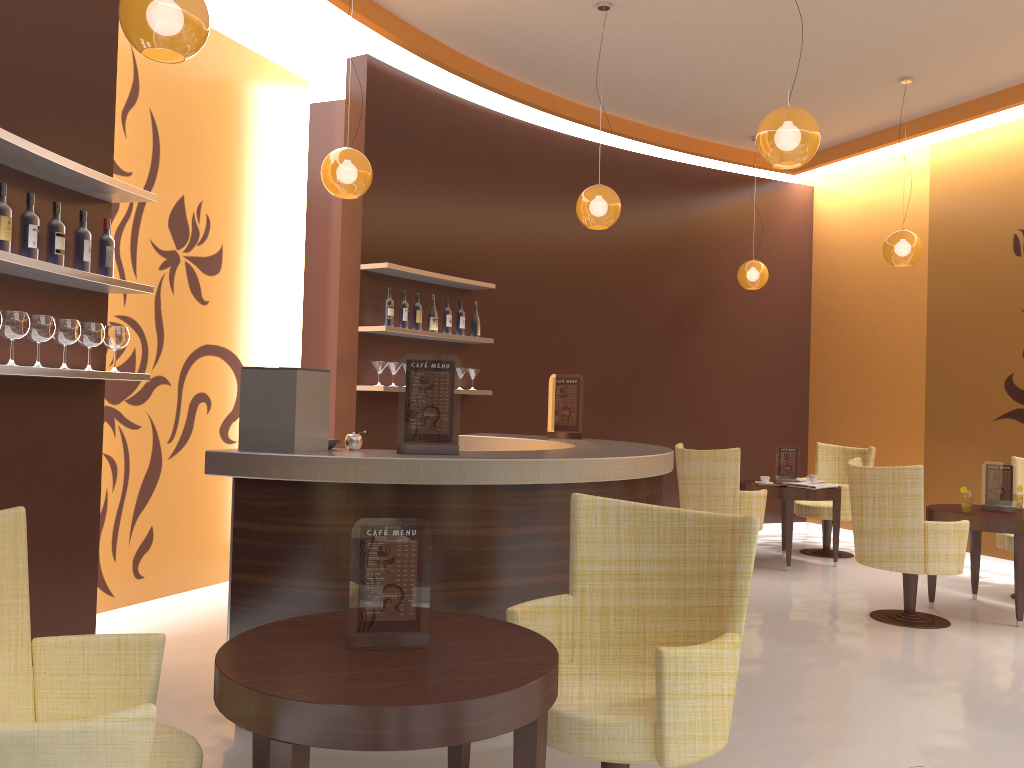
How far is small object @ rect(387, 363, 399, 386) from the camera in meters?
6.4 m

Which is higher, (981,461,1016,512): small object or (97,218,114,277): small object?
(97,218,114,277): small object

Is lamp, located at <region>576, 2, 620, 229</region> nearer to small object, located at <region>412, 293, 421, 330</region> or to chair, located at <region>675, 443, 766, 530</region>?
small object, located at <region>412, 293, 421, 330</region>

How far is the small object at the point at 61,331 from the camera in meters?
3.8 m

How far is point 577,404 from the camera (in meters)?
5.64

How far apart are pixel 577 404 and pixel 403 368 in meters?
2.2 m

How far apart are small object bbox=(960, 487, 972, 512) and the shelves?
3.6 meters

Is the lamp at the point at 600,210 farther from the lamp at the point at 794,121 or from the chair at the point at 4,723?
the chair at the point at 4,723

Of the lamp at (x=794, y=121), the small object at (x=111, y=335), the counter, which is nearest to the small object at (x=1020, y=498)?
the counter

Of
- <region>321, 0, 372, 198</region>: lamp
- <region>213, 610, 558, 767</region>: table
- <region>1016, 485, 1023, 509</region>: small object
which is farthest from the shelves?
<region>1016, 485, 1023, 509</region>: small object
